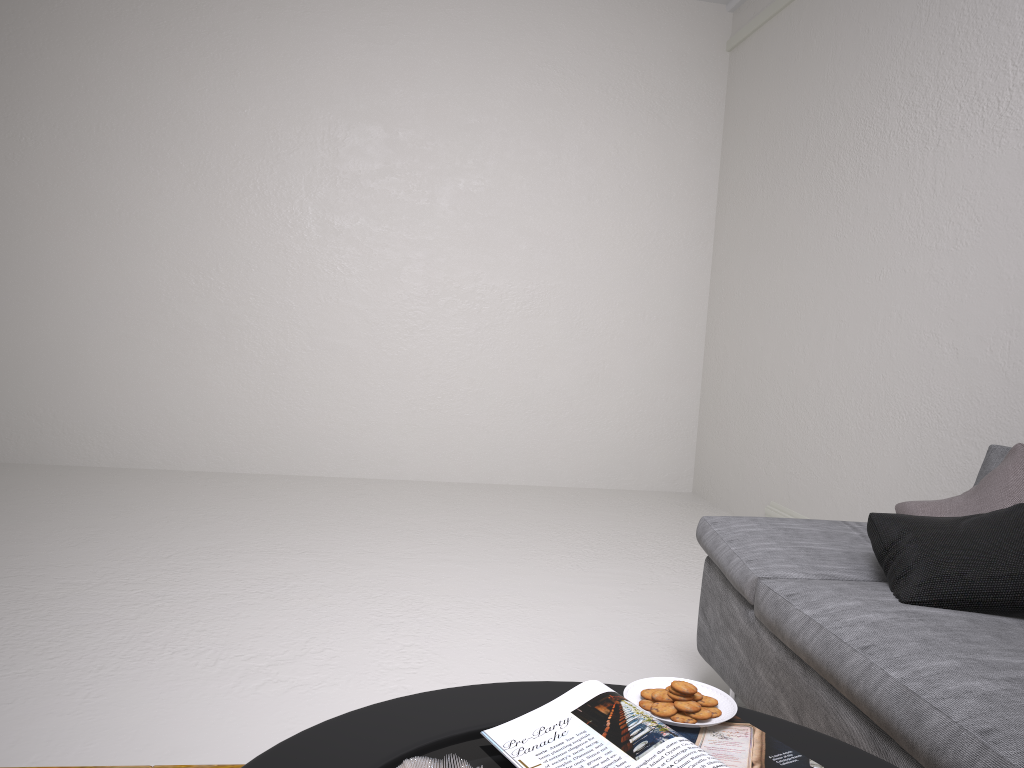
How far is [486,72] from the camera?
5.57m

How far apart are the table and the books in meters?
0.0 m

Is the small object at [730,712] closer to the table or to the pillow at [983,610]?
the table

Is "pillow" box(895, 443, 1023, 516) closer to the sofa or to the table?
the sofa

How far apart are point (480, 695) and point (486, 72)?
4.9m

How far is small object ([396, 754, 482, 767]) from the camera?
1.0m

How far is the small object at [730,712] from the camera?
1.3m

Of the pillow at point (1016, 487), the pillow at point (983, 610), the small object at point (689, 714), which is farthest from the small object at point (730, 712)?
the pillow at point (1016, 487)

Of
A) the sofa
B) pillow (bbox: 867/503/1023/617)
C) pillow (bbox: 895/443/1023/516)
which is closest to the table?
the sofa

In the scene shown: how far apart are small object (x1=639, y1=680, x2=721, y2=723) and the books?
0.0 meters
